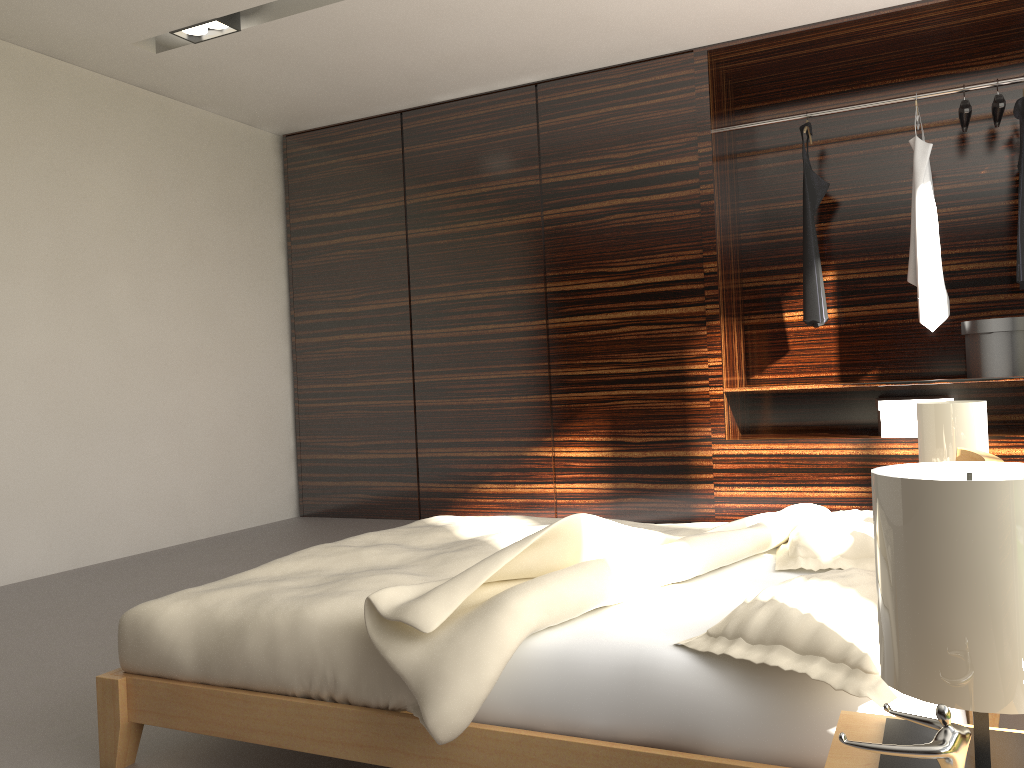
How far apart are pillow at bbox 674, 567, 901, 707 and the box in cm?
282

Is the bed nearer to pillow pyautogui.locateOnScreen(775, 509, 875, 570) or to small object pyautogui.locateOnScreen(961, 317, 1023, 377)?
pillow pyautogui.locateOnScreen(775, 509, 875, 570)

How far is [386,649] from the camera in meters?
1.5 m

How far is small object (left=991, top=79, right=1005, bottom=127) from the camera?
3.9 meters

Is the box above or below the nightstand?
above

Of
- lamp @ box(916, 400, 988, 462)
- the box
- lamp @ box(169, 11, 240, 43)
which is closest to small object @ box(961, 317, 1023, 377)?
the box

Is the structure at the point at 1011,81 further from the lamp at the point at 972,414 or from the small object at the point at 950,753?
the small object at the point at 950,753

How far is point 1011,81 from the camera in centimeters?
407cm

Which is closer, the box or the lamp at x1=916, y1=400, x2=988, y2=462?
the lamp at x1=916, y1=400, x2=988, y2=462

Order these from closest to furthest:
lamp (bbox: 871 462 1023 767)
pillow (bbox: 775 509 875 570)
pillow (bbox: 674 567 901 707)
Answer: lamp (bbox: 871 462 1023 767) < pillow (bbox: 674 567 901 707) < pillow (bbox: 775 509 875 570)
